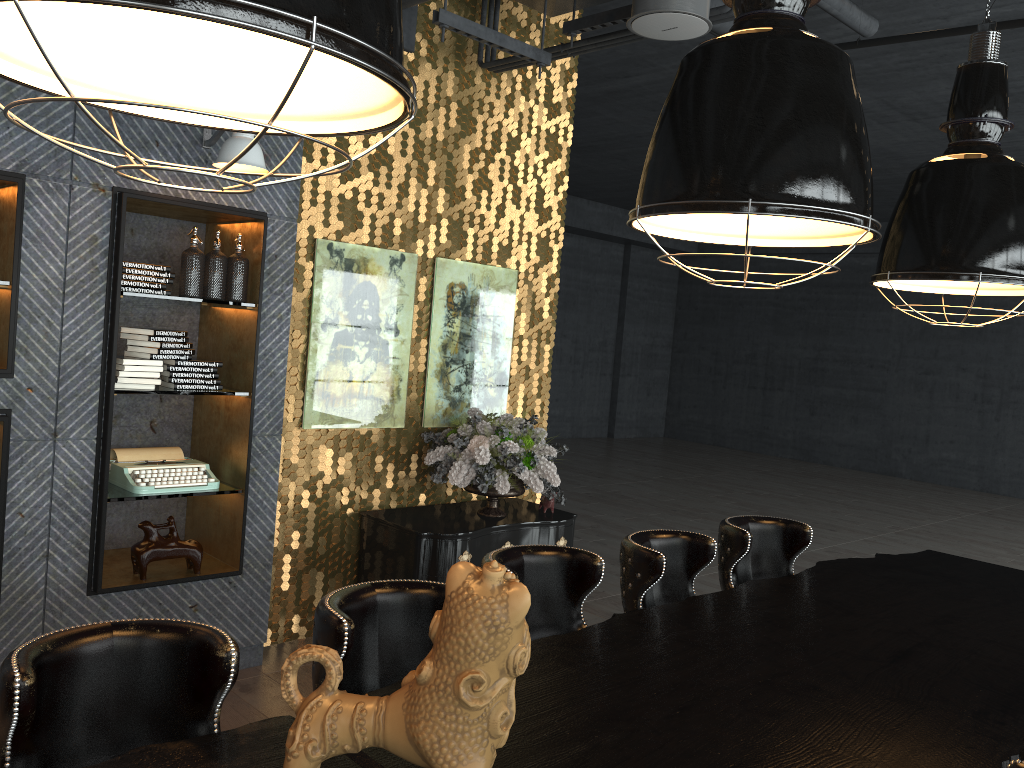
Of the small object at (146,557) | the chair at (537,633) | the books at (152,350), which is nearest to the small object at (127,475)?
the small object at (146,557)

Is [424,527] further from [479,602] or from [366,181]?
[479,602]

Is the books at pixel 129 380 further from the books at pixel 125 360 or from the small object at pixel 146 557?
the small object at pixel 146 557

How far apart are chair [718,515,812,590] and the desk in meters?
0.1

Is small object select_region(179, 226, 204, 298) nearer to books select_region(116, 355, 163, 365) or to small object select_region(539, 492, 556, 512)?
books select_region(116, 355, 163, 365)

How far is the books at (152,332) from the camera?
4.1m

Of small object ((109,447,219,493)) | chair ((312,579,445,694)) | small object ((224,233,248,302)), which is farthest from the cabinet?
chair ((312,579,445,694))

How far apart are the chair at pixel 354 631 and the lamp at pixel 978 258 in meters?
1.9

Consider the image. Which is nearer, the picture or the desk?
the desk

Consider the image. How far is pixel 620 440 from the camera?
17.24m
